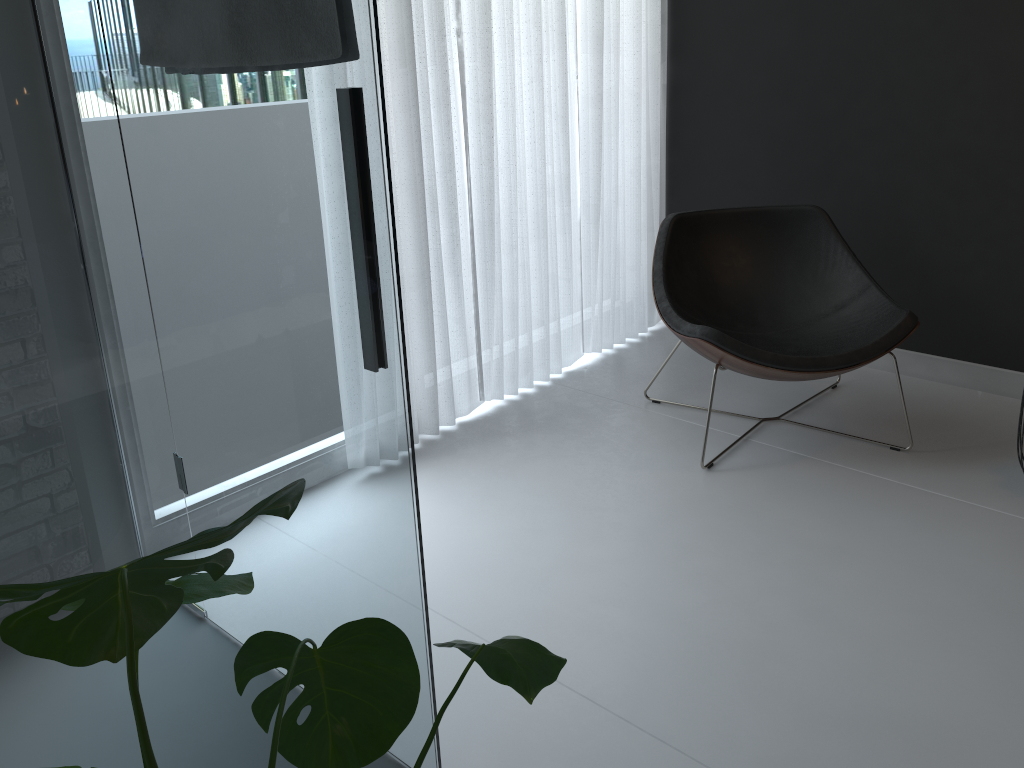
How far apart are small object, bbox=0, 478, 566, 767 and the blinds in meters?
1.9

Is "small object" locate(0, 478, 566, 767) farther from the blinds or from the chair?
the blinds

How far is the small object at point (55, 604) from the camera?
0.6 meters

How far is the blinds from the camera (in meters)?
2.78

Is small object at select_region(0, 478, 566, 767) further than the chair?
No

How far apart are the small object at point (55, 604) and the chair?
1.71m

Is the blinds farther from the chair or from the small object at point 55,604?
the small object at point 55,604

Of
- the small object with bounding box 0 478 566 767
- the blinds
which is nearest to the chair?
the blinds

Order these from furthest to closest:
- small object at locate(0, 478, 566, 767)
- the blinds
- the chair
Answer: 1. the blinds
2. the chair
3. small object at locate(0, 478, 566, 767)

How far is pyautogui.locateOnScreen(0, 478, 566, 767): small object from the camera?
0.6m
